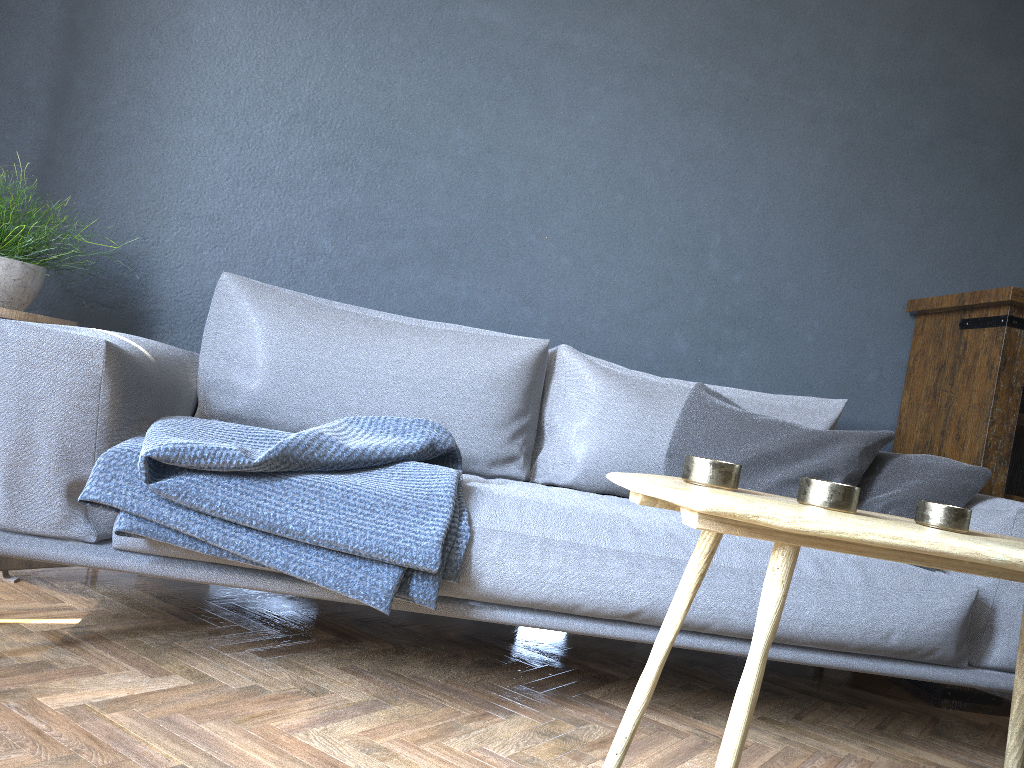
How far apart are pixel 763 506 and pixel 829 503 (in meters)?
0.20

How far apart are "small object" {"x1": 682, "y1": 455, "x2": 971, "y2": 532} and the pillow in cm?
90

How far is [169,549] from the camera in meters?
1.5

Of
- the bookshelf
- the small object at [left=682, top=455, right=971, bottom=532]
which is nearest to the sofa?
the bookshelf

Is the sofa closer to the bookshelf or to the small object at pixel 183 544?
the small object at pixel 183 544

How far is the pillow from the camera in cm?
204

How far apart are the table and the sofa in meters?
0.5 m

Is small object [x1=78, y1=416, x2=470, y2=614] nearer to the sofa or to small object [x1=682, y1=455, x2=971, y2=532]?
the sofa

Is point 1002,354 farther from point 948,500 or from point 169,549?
point 169,549

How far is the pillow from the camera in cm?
204
